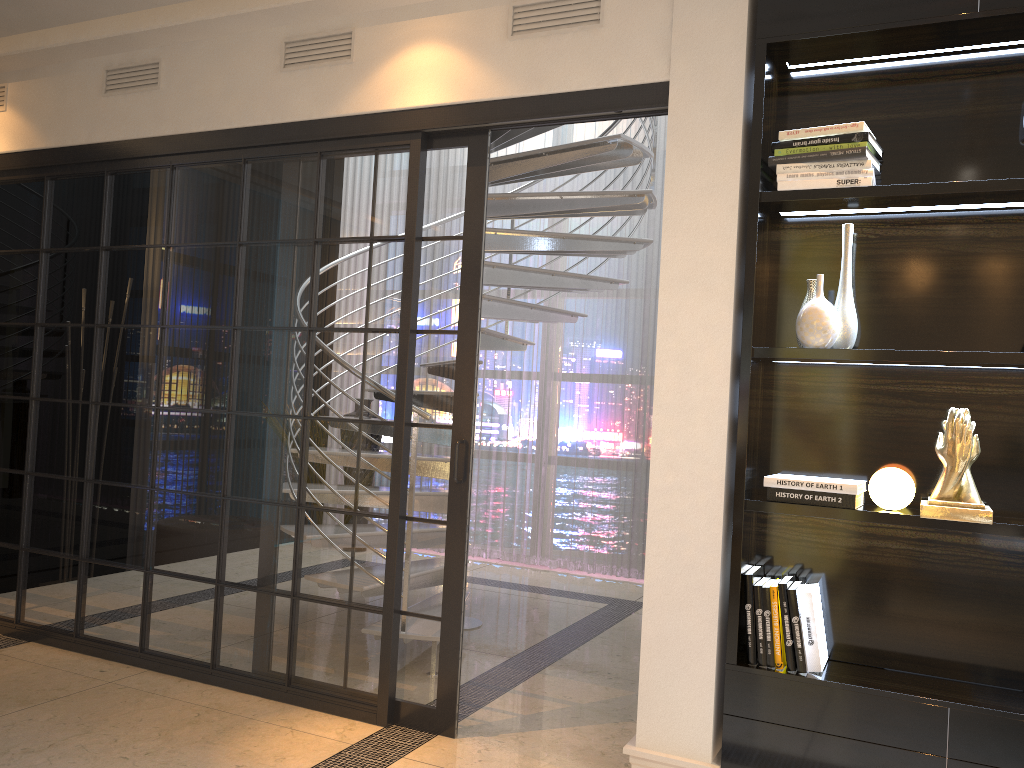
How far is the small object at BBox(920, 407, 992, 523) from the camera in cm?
241

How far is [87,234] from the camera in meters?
4.0 m

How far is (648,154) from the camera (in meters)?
4.39

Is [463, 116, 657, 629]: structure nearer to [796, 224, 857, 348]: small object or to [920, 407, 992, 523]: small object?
[796, 224, 857, 348]: small object

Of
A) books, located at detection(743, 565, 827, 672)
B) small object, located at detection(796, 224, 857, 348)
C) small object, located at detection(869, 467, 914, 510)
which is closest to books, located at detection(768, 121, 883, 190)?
small object, located at detection(796, 224, 857, 348)

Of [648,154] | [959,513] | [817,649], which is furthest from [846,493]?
[648,154]

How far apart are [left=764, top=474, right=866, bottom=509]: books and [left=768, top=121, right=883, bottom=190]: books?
0.87m

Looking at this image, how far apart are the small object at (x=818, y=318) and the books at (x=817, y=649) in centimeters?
71cm

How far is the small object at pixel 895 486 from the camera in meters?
2.5 m

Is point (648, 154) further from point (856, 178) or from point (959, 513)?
point (959, 513)
